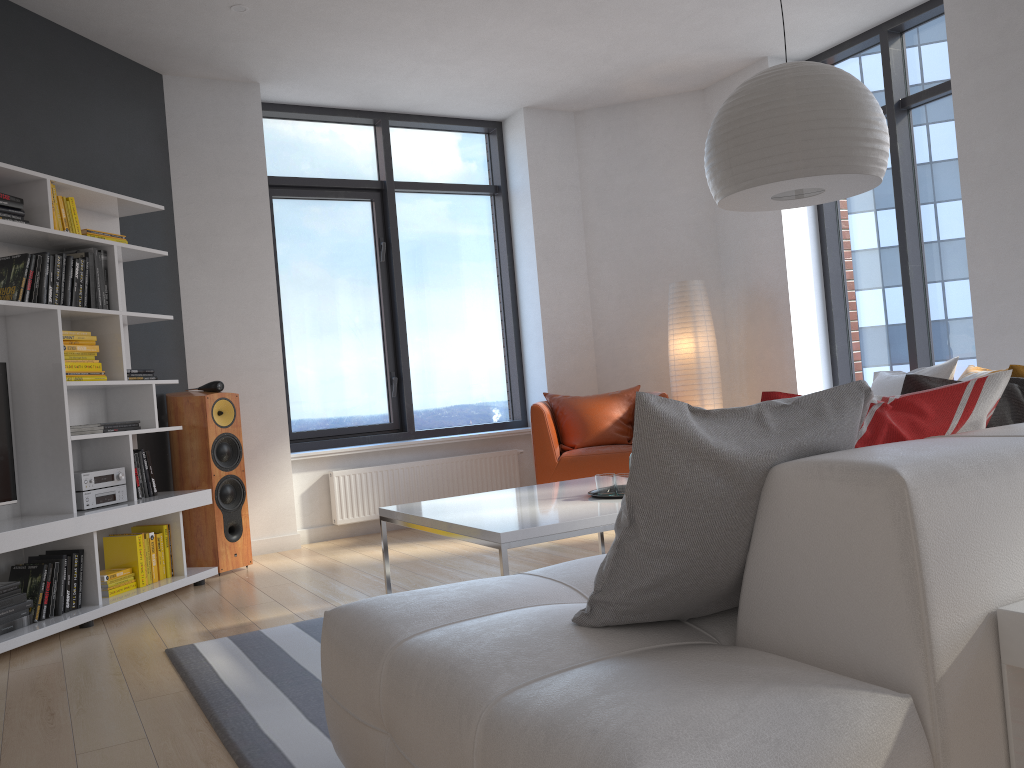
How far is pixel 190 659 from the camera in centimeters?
320cm

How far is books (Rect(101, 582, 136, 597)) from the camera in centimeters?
417cm

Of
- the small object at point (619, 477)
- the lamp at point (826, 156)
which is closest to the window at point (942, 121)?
the lamp at point (826, 156)

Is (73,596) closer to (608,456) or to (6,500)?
(6,500)

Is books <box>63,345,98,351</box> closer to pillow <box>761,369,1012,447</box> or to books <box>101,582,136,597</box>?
books <box>101,582,136,597</box>

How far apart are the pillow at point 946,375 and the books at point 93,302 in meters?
3.7

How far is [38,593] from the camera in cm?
377

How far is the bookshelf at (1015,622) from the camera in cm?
126

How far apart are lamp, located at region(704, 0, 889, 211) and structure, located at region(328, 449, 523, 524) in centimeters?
349cm

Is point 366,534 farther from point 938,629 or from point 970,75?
point 938,629
